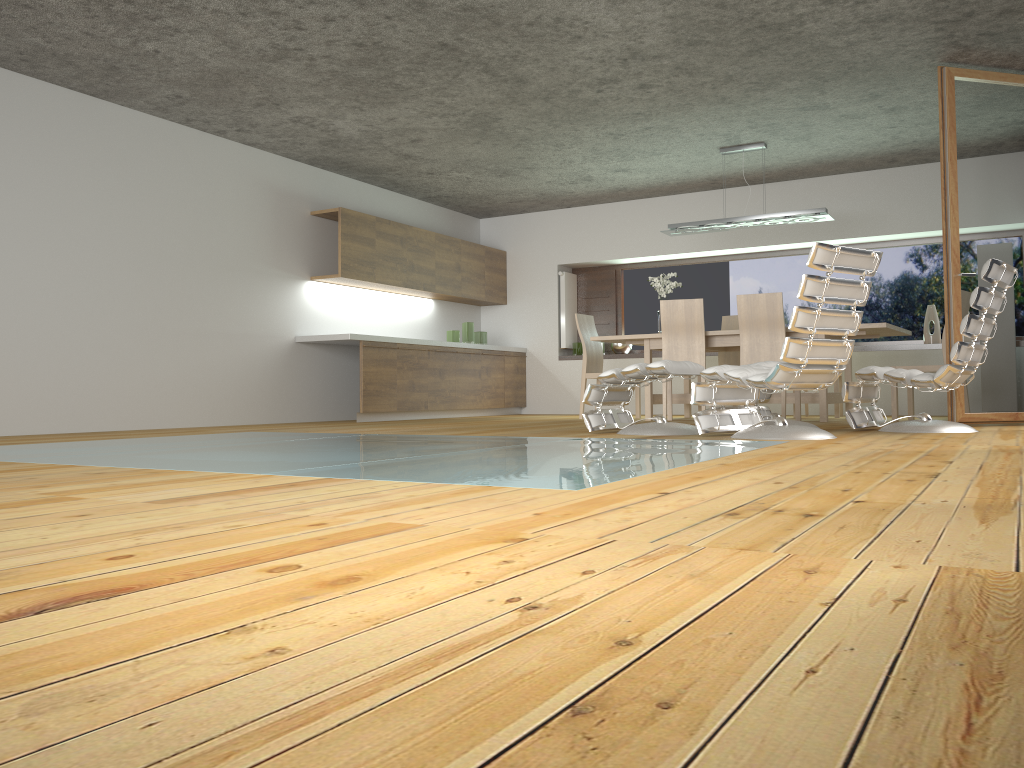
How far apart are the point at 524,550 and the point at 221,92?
5.9 meters

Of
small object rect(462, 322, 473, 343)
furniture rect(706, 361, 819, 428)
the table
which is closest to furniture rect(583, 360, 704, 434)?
furniture rect(706, 361, 819, 428)

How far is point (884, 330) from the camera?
7.0m

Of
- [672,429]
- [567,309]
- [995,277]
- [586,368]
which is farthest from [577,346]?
[995,277]

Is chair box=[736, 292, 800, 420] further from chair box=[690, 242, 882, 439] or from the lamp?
chair box=[690, 242, 882, 439]

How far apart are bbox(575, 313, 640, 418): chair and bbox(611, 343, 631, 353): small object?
1.55m

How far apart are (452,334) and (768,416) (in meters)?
4.77

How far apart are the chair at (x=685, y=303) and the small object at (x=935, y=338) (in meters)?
2.79

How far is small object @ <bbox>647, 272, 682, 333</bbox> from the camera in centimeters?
820cm

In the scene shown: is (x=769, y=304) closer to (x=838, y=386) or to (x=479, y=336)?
(x=838, y=386)
